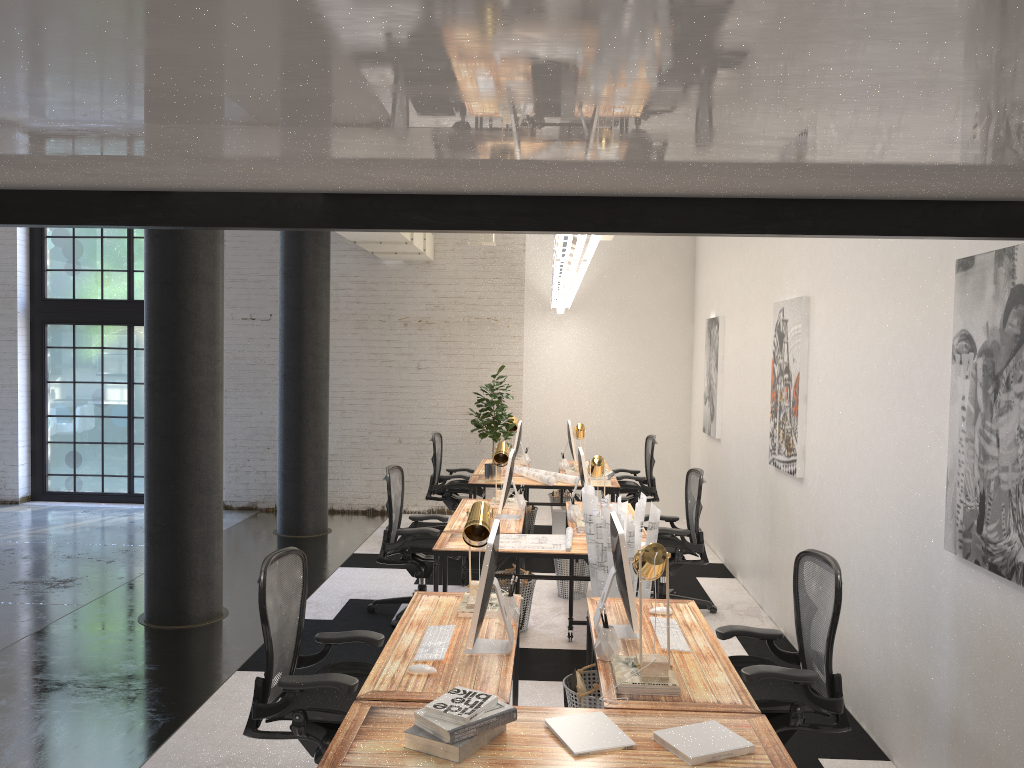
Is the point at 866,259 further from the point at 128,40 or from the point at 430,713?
the point at 128,40

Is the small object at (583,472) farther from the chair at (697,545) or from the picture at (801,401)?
the picture at (801,401)

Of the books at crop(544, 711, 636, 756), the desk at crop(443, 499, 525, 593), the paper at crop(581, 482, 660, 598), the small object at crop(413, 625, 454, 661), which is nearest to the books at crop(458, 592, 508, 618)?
the small object at crop(413, 625, 454, 661)

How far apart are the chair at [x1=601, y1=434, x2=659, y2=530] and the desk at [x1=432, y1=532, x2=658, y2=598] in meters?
3.4

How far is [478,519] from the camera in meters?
3.9

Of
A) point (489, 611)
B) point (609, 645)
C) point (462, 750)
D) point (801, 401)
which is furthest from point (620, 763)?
point (801, 401)

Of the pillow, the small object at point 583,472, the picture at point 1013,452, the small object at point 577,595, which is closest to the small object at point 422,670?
the pillow

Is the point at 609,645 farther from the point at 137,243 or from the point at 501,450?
the point at 137,243

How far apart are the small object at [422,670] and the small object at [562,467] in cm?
579

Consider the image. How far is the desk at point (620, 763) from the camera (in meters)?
2.57
